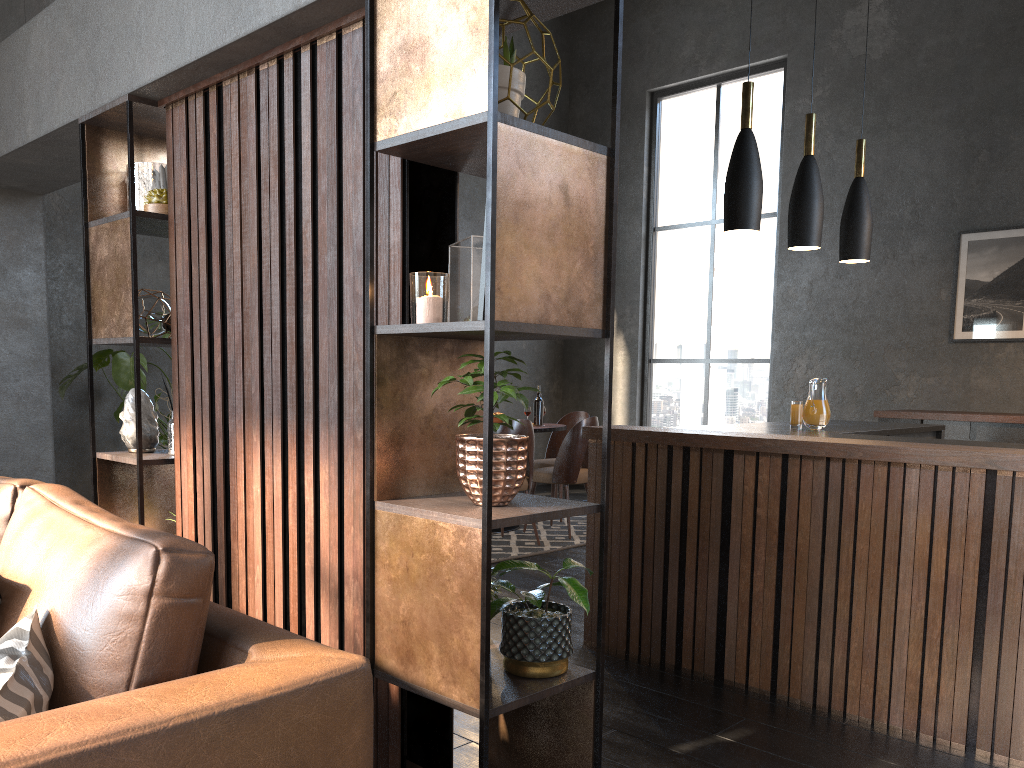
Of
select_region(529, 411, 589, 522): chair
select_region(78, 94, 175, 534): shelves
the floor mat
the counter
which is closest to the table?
select_region(529, 411, 589, 522): chair

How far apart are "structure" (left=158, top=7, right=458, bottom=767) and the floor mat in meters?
2.7

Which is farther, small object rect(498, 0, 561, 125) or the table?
the table

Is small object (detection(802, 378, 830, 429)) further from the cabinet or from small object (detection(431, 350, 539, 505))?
small object (detection(431, 350, 539, 505))

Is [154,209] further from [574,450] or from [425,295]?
[574,450]

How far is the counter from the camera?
2.7m

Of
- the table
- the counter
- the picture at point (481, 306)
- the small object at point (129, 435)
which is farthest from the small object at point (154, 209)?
the table

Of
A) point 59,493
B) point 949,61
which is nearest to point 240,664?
point 59,493

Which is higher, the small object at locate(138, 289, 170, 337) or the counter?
the small object at locate(138, 289, 170, 337)

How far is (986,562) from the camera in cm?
268
